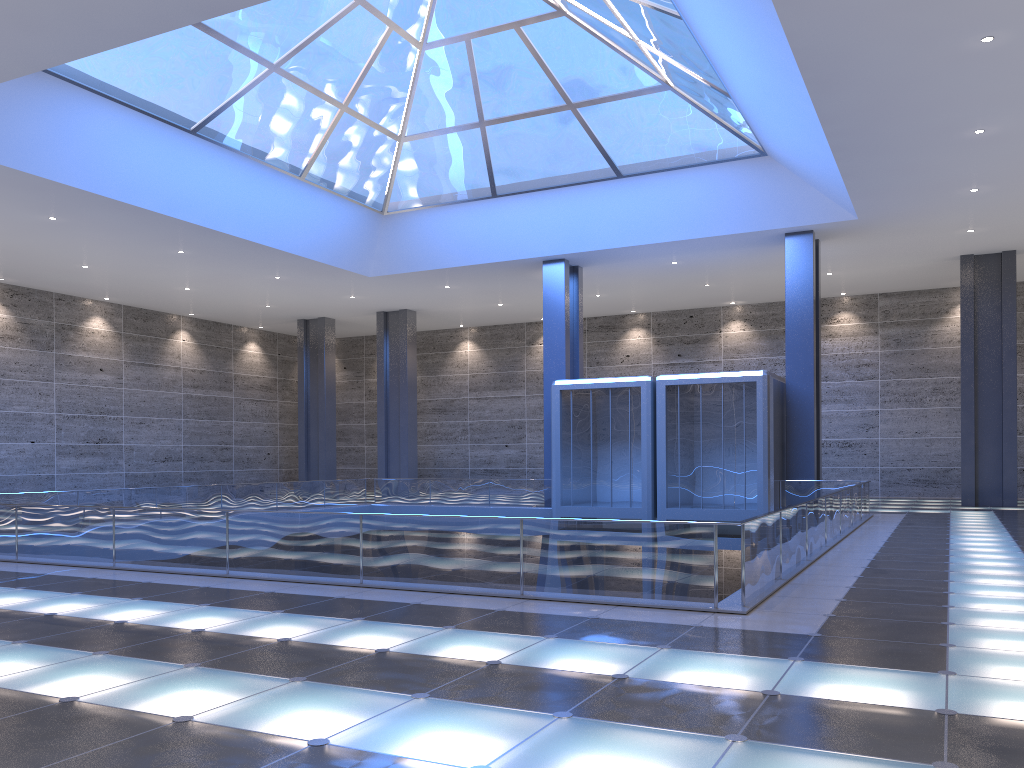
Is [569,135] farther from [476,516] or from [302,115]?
[476,516]
